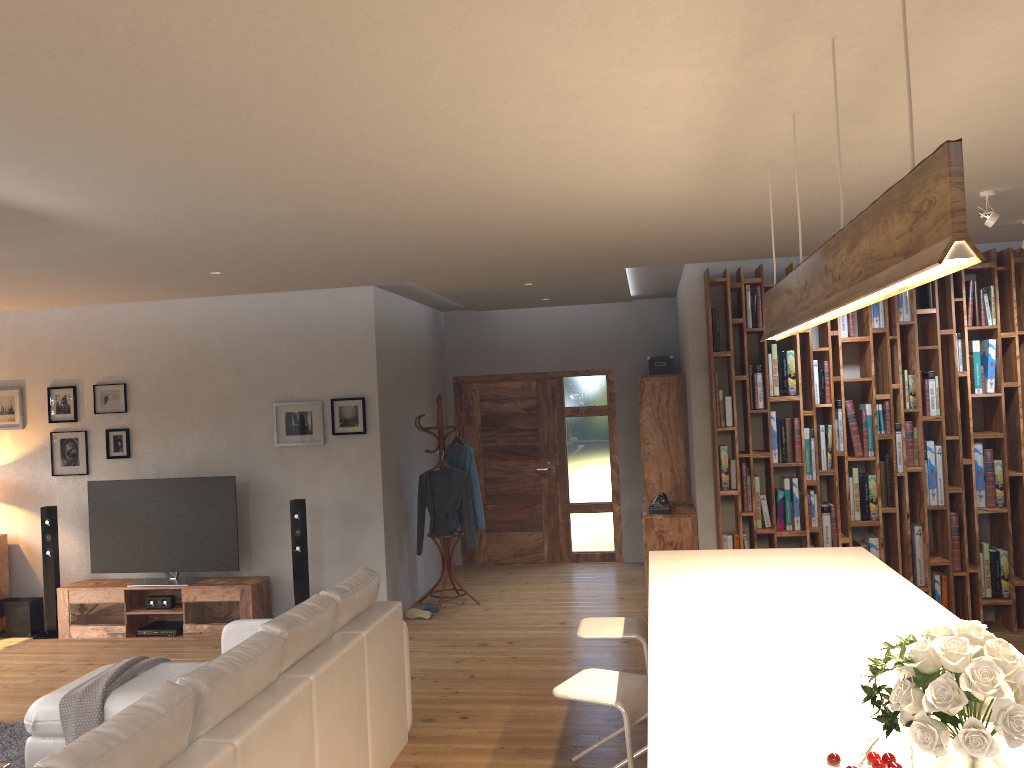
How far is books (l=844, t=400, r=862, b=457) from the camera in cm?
639

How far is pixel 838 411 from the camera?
6.40m

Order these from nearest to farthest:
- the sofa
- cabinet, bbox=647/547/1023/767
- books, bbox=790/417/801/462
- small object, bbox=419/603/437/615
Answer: cabinet, bbox=647/547/1023/767, the sofa, books, bbox=790/417/801/462, small object, bbox=419/603/437/615

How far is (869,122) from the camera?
3.14m

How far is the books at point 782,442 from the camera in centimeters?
648cm

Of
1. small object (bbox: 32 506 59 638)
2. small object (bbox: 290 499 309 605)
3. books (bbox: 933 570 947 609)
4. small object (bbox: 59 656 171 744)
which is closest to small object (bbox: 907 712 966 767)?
small object (bbox: 59 656 171 744)

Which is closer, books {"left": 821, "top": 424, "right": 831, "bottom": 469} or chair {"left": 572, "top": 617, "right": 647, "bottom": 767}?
chair {"left": 572, "top": 617, "right": 647, "bottom": 767}

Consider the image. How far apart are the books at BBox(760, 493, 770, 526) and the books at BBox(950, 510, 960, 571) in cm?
127

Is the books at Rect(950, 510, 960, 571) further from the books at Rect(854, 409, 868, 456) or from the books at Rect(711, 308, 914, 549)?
the books at Rect(854, 409, 868, 456)

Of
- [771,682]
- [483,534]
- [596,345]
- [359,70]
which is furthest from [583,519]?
[359,70]
